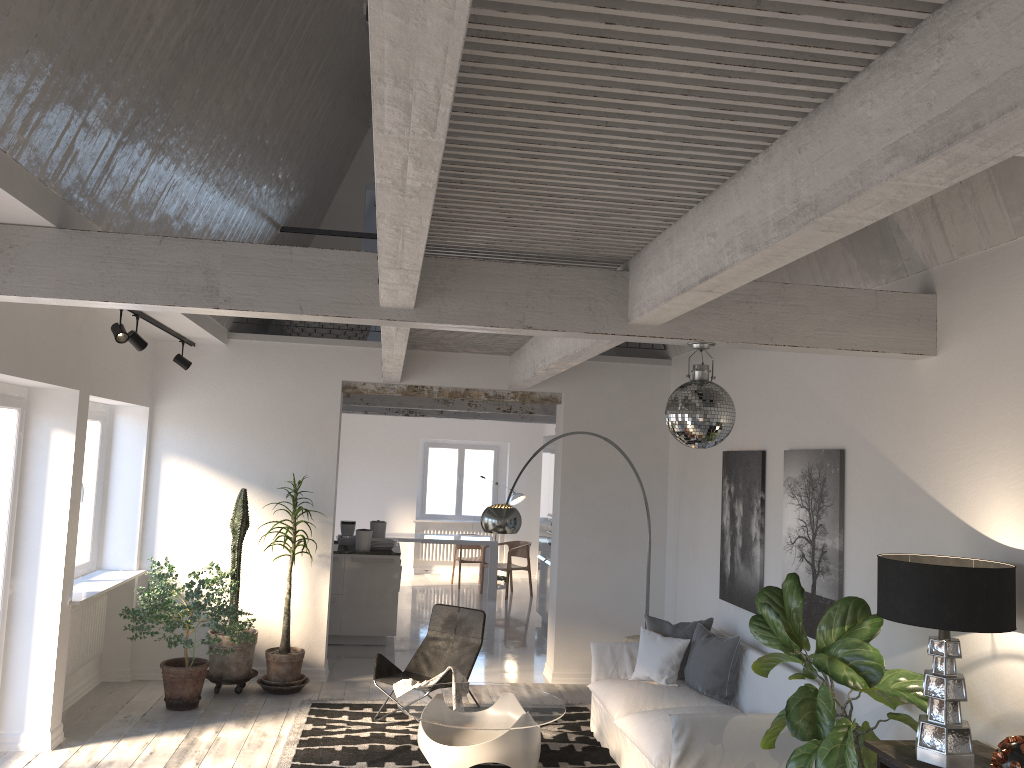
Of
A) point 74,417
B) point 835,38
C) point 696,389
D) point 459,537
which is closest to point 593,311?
point 696,389

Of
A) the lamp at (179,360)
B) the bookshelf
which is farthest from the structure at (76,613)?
the bookshelf

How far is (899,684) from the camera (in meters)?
4.03

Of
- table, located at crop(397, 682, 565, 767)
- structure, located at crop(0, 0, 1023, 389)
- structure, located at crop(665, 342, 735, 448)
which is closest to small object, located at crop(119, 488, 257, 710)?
table, located at crop(397, 682, 565, 767)

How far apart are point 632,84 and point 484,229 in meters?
1.6

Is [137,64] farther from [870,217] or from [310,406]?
[310,406]

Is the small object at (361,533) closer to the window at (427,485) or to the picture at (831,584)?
the picture at (831,584)

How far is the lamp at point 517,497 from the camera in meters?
14.7 m

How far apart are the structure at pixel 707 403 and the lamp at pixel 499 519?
2.7 meters

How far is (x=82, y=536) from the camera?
7.31m
